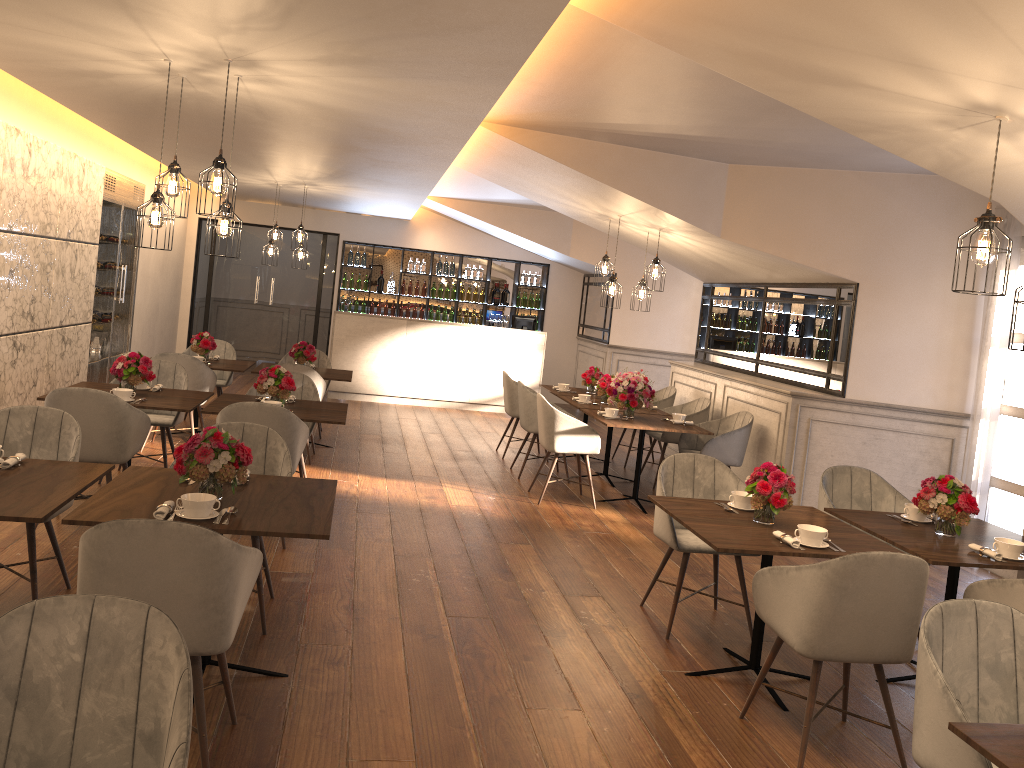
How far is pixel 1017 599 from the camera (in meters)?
3.52

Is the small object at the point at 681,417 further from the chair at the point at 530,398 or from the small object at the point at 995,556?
the small object at the point at 995,556

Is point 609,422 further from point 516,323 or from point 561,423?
point 516,323

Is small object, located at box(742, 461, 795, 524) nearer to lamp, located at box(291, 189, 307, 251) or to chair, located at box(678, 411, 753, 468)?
chair, located at box(678, 411, 753, 468)

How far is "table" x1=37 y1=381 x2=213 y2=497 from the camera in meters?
5.6

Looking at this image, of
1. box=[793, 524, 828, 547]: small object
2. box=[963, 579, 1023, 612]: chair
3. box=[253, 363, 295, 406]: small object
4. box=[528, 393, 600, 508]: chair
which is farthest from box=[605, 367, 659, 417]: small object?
box=[963, 579, 1023, 612]: chair

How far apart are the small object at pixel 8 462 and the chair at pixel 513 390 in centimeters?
562cm

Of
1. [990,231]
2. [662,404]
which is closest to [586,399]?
[662,404]

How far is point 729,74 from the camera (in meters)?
3.76

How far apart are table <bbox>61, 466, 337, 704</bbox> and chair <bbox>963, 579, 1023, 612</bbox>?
2.7m
